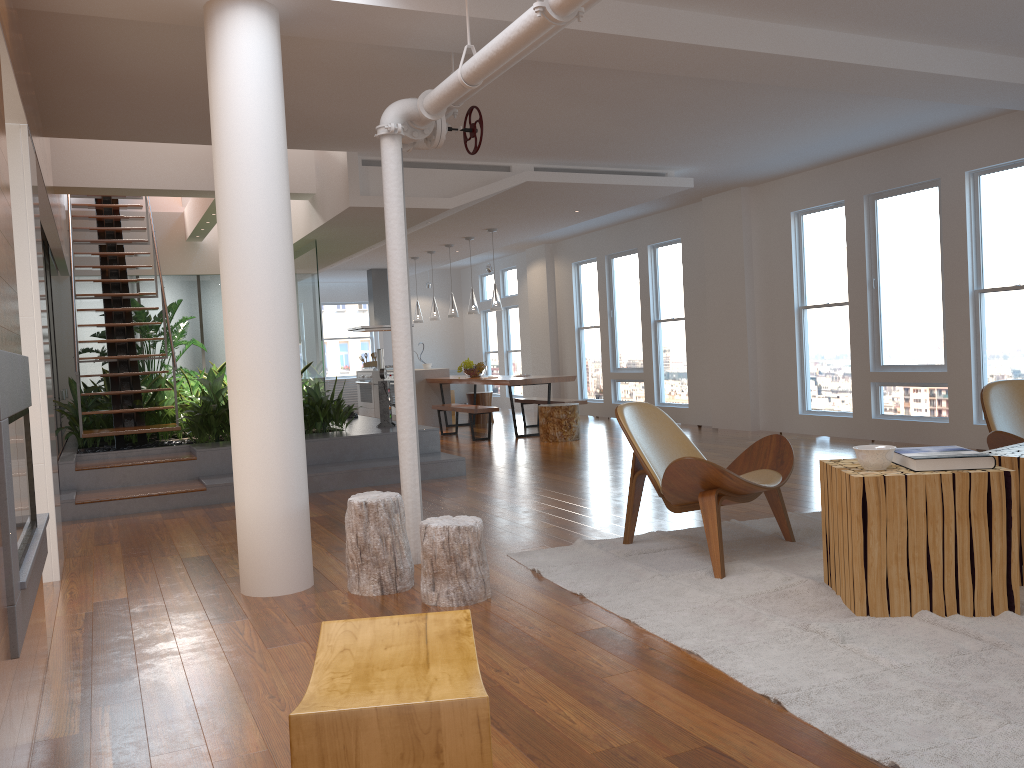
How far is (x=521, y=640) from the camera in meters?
3.2

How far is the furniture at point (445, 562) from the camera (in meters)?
3.62

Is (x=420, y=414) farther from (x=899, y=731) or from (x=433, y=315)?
(x=899, y=731)

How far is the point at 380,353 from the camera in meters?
14.4

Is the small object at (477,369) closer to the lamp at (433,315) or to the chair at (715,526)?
the lamp at (433,315)

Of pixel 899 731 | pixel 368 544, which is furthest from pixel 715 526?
pixel 899 731

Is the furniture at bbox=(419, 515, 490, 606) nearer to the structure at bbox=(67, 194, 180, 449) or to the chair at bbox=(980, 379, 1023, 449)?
the chair at bbox=(980, 379, 1023, 449)

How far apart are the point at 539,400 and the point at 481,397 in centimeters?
172cm

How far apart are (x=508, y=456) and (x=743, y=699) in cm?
623

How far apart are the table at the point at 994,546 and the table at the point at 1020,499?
0.3m
